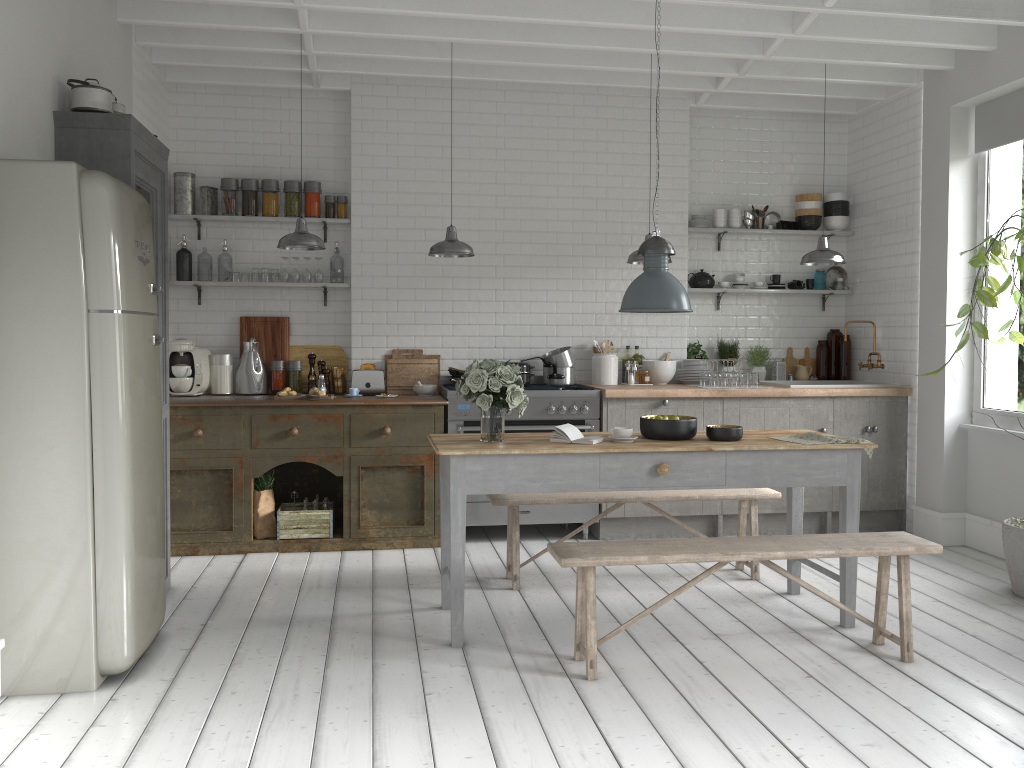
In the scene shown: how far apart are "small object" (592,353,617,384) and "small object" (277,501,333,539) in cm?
273

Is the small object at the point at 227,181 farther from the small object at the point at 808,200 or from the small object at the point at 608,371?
the small object at the point at 808,200

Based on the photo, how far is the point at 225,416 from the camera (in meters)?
7.16

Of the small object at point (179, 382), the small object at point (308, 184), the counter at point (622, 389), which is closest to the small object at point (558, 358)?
the counter at point (622, 389)

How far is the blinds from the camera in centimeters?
696cm

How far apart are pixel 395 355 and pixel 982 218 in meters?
5.2 m

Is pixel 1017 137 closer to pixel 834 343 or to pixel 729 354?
pixel 834 343

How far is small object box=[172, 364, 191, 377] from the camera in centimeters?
770cm

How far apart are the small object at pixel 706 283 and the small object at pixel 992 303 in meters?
2.7 m

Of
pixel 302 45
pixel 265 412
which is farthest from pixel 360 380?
pixel 302 45
